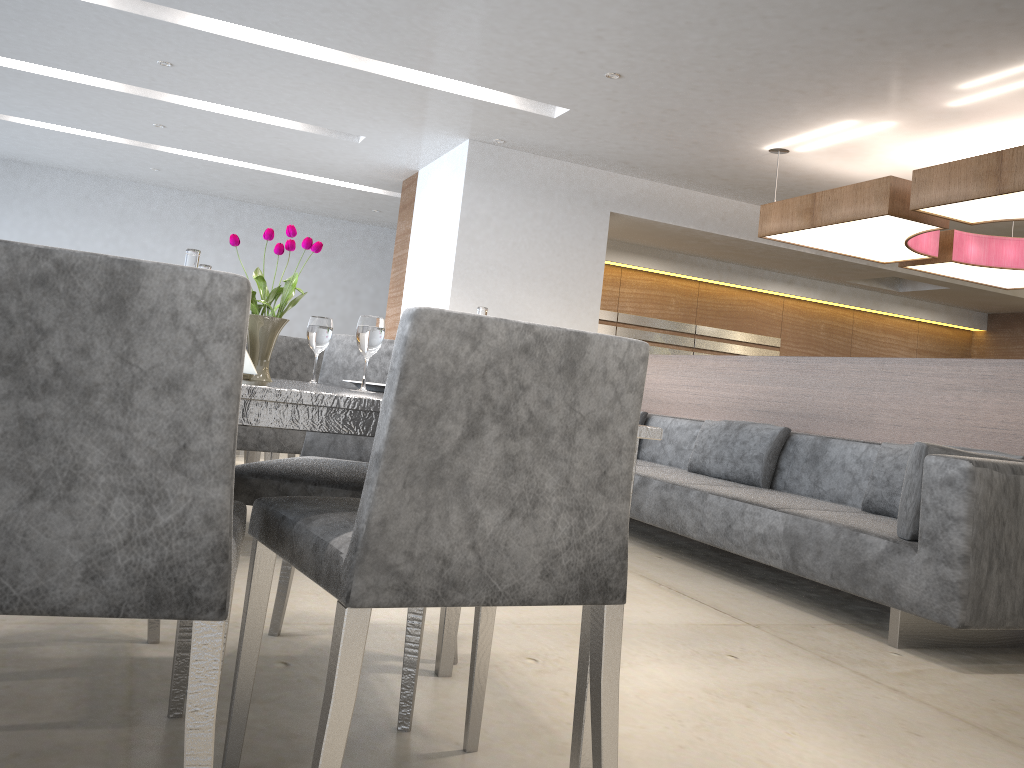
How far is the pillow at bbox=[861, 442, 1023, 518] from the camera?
3.48m

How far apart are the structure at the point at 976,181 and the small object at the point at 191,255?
4.10m

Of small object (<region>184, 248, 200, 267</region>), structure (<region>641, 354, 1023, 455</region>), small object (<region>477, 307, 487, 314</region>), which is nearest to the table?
small object (<region>184, 248, 200, 267</region>)

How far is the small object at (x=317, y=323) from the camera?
1.81m

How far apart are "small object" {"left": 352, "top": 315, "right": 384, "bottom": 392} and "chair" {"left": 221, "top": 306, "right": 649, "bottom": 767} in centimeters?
31cm

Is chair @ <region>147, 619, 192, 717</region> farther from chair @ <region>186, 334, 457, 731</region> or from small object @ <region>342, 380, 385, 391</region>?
small object @ <region>342, 380, 385, 391</region>

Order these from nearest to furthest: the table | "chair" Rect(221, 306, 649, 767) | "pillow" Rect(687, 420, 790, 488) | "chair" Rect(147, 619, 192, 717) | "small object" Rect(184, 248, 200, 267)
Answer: "chair" Rect(221, 306, 649, 767) < the table < "small object" Rect(184, 248, 200, 267) < "chair" Rect(147, 619, 192, 717) < "pillow" Rect(687, 420, 790, 488)

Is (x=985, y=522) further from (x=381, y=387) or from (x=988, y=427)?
(x=381, y=387)

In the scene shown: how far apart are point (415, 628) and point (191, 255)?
0.8m

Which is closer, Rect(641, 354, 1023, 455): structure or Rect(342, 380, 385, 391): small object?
Rect(342, 380, 385, 391): small object
